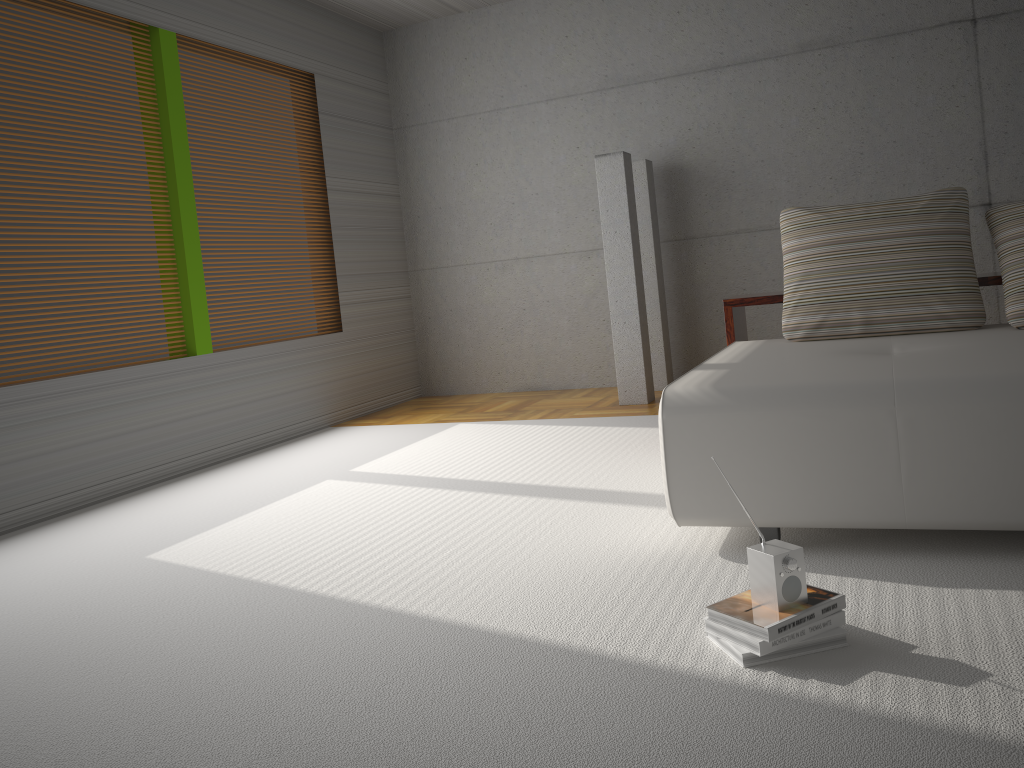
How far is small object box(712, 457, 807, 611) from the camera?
2.0 meters

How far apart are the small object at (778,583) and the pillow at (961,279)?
1.8m

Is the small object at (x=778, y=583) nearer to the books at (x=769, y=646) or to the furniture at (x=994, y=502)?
the books at (x=769, y=646)

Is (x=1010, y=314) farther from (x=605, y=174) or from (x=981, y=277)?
(x=605, y=174)

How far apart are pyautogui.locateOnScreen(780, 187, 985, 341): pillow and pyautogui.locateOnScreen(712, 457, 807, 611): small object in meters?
1.8

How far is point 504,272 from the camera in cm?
722

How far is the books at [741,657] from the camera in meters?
2.0

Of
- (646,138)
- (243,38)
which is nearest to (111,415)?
(243,38)

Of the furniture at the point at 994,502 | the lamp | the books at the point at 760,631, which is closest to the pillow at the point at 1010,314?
the furniture at the point at 994,502

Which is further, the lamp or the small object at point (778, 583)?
the lamp
